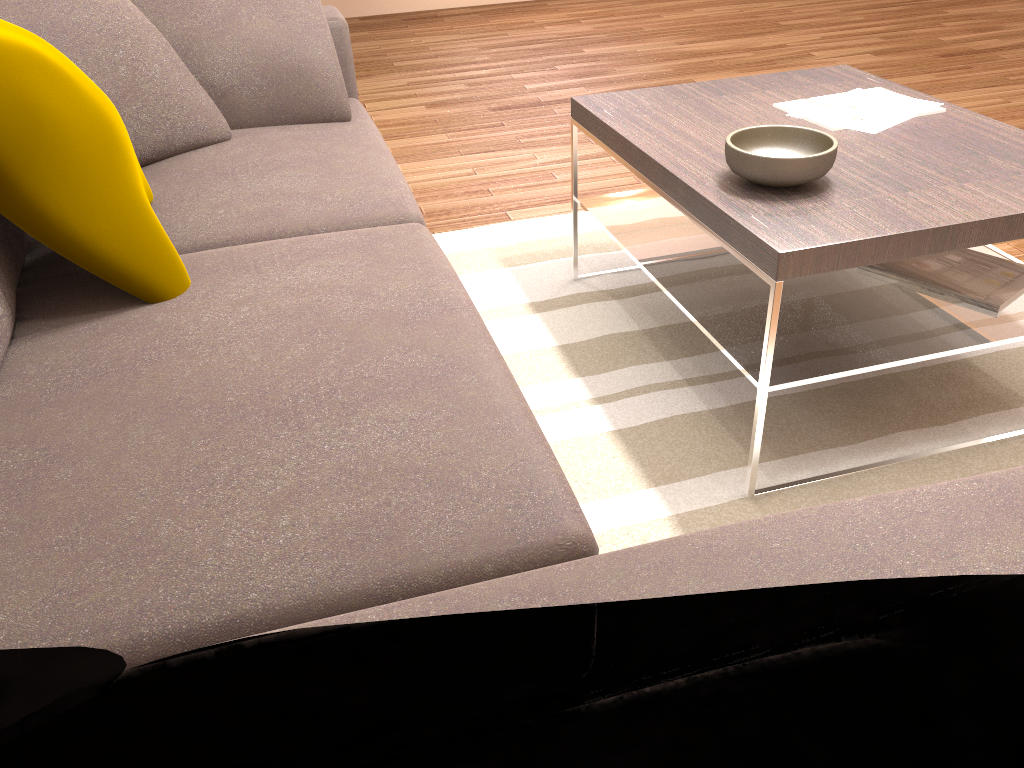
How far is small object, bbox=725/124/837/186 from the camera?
1.7 meters

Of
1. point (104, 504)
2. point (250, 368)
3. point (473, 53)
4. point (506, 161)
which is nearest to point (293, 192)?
point (250, 368)

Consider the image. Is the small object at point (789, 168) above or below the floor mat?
above

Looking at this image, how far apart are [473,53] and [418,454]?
4.9m

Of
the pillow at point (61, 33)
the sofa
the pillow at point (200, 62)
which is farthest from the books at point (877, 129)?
the pillow at point (61, 33)

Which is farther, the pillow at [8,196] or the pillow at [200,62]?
the pillow at [200,62]

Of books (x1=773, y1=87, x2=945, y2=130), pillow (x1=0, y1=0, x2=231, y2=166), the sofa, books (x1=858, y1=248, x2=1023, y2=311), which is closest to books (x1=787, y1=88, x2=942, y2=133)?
books (x1=773, y1=87, x2=945, y2=130)

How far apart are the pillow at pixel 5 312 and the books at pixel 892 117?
1.7 meters

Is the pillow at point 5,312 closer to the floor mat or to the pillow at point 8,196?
the pillow at point 8,196

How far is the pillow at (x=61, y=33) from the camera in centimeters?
178cm
